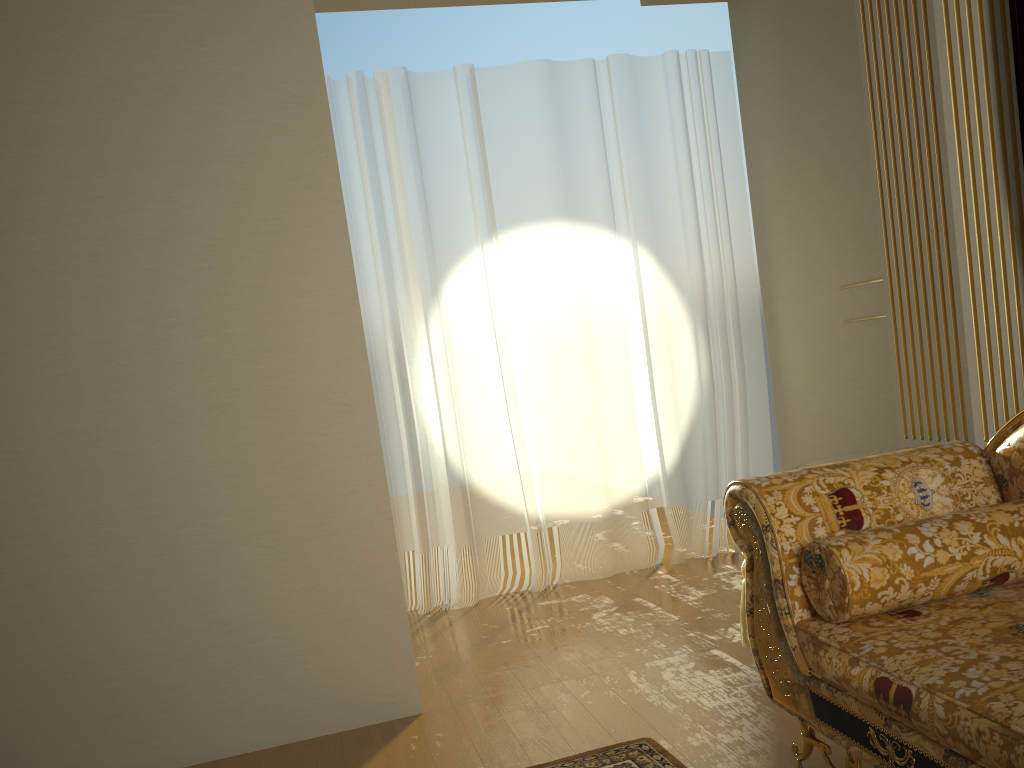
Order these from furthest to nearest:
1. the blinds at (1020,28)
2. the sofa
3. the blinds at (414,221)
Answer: the blinds at (414,221) → the blinds at (1020,28) → the sofa

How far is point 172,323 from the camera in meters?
2.7

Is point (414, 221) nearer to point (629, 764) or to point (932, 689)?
point (629, 764)

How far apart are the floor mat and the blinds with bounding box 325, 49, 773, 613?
1.8 meters

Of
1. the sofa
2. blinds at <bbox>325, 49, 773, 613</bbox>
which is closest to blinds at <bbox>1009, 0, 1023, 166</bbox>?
the sofa

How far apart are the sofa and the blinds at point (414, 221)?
2.0 meters

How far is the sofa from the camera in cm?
155

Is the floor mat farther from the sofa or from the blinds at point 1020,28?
the blinds at point 1020,28

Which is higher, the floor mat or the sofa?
the sofa

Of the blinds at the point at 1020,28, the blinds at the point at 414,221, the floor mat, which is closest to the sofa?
the floor mat
